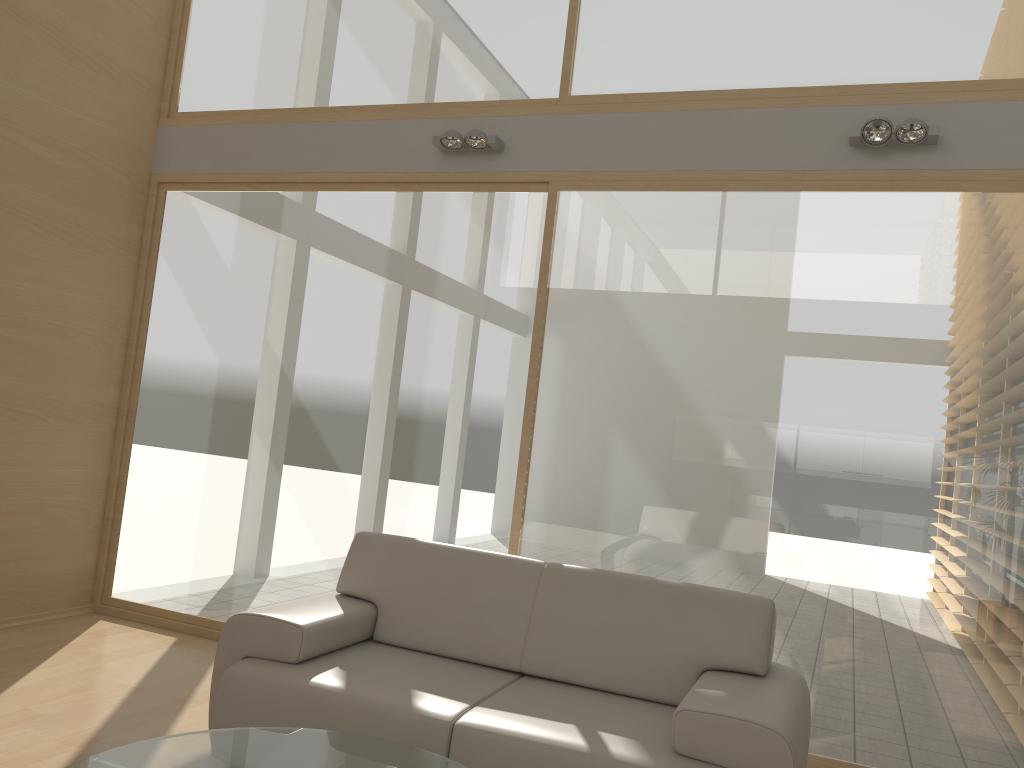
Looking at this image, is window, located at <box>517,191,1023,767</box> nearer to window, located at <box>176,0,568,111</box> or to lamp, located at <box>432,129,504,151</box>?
lamp, located at <box>432,129,504,151</box>

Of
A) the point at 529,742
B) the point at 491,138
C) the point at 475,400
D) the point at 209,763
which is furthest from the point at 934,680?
the point at 491,138

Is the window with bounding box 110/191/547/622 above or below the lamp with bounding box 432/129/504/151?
below

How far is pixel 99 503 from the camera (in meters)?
5.34

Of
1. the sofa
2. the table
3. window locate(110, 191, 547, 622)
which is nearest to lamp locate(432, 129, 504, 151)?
window locate(110, 191, 547, 622)

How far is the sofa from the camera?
2.71m

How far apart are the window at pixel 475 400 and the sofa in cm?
81

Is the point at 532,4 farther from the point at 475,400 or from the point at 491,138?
the point at 475,400

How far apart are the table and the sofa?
0.18m

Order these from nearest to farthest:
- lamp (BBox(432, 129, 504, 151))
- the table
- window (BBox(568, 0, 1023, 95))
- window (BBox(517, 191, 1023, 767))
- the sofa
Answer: the table
the sofa
window (BBox(517, 191, 1023, 767))
window (BBox(568, 0, 1023, 95))
lamp (BBox(432, 129, 504, 151))
